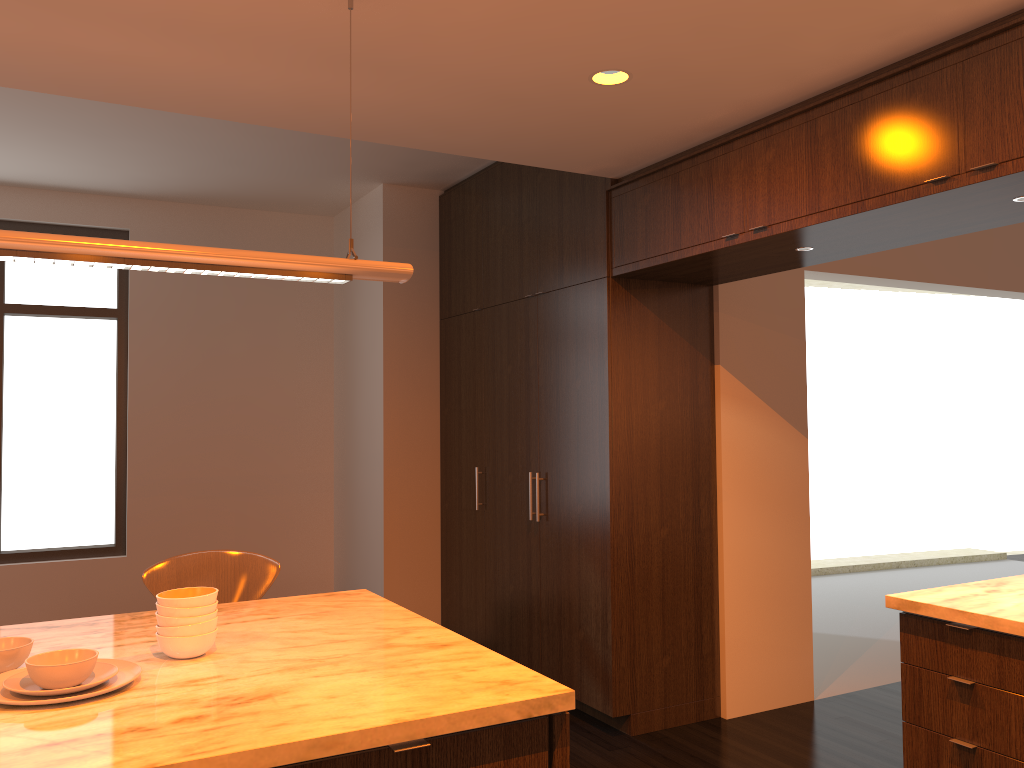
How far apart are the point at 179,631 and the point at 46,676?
0.3 meters

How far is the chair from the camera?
2.8 meters

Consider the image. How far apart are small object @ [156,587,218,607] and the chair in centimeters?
72cm

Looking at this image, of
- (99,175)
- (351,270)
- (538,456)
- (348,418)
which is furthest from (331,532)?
(351,270)

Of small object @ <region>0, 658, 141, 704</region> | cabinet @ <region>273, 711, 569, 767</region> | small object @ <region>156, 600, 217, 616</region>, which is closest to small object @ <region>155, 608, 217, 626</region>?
small object @ <region>156, 600, 217, 616</region>

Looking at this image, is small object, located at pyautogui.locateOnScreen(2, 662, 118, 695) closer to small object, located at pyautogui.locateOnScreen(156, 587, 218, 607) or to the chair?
small object, located at pyautogui.locateOnScreen(156, 587, 218, 607)

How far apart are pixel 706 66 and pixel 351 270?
1.4 meters

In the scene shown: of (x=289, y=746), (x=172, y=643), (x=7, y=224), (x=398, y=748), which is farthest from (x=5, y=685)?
(x=7, y=224)

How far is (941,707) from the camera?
2.6 meters

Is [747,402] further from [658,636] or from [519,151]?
[519,151]
